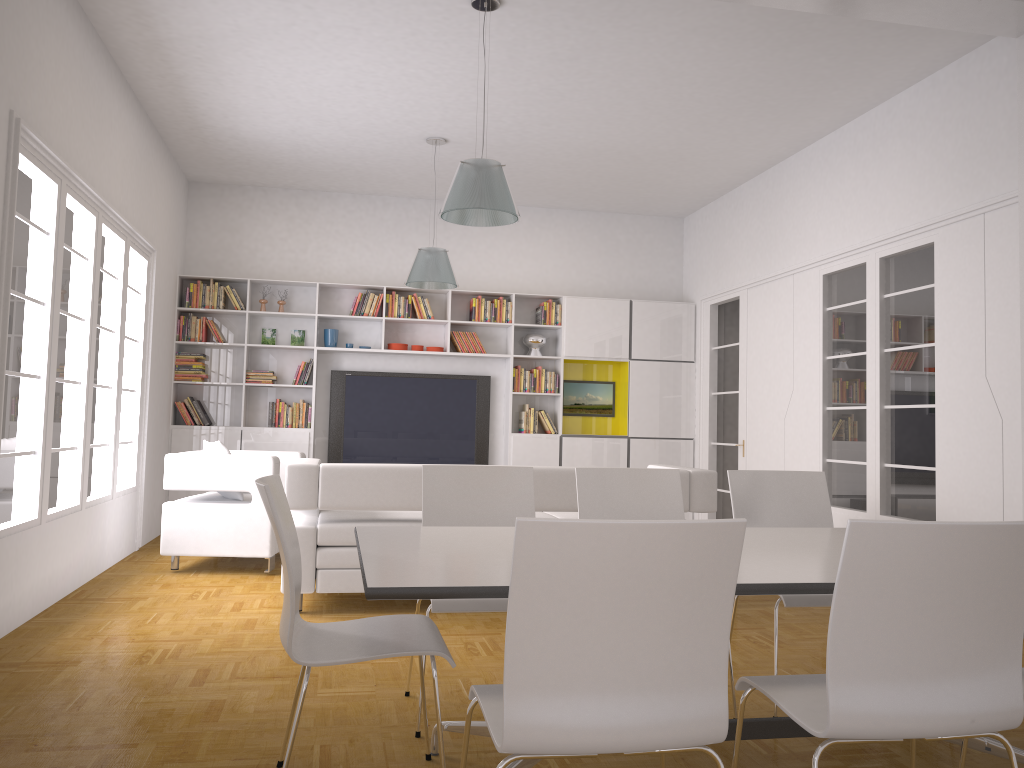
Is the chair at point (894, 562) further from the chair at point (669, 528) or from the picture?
the picture

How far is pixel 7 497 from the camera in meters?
4.5 m

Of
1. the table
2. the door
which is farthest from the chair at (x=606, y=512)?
the door

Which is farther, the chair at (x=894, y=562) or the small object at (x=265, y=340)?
the small object at (x=265, y=340)

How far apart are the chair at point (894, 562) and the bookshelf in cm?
688

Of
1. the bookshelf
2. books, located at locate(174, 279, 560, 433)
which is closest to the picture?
the bookshelf

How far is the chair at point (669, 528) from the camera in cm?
172

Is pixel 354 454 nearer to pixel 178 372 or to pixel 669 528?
pixel 178 372

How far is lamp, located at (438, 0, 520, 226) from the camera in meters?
4.7 m

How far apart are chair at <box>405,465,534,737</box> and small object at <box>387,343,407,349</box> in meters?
5.4 m
